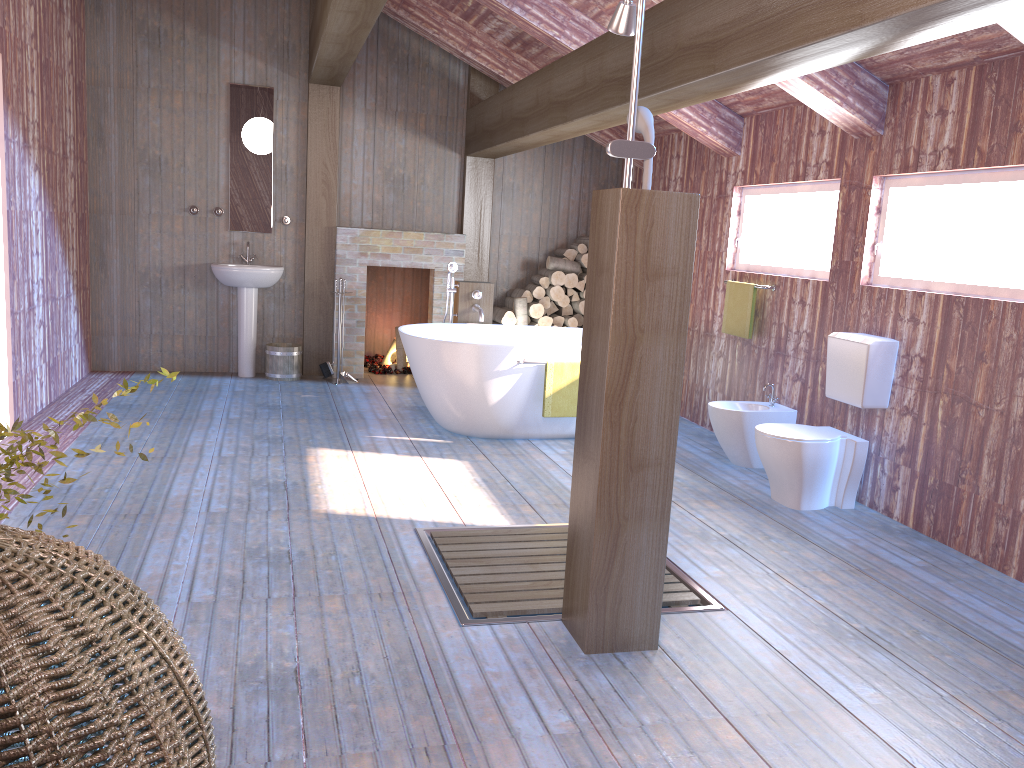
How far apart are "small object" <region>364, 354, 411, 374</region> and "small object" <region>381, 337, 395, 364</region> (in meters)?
0.08

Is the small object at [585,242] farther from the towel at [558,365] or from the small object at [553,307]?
the towel at [558,365]

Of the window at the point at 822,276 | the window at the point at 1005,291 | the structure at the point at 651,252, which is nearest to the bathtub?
the window at the point at 822,276

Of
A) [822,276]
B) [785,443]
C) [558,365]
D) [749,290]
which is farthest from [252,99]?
[785,443]

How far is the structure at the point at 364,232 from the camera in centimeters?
759cm

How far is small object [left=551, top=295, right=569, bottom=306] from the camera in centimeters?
794cm

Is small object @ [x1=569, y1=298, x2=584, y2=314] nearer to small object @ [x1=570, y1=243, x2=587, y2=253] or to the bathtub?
small object @ [x1=570, y1=243, x2=587, y2=253]

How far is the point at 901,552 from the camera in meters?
4.0 m

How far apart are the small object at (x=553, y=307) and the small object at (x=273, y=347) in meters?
2.2 m

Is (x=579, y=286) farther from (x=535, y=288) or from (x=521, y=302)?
(x=521, y=302)
